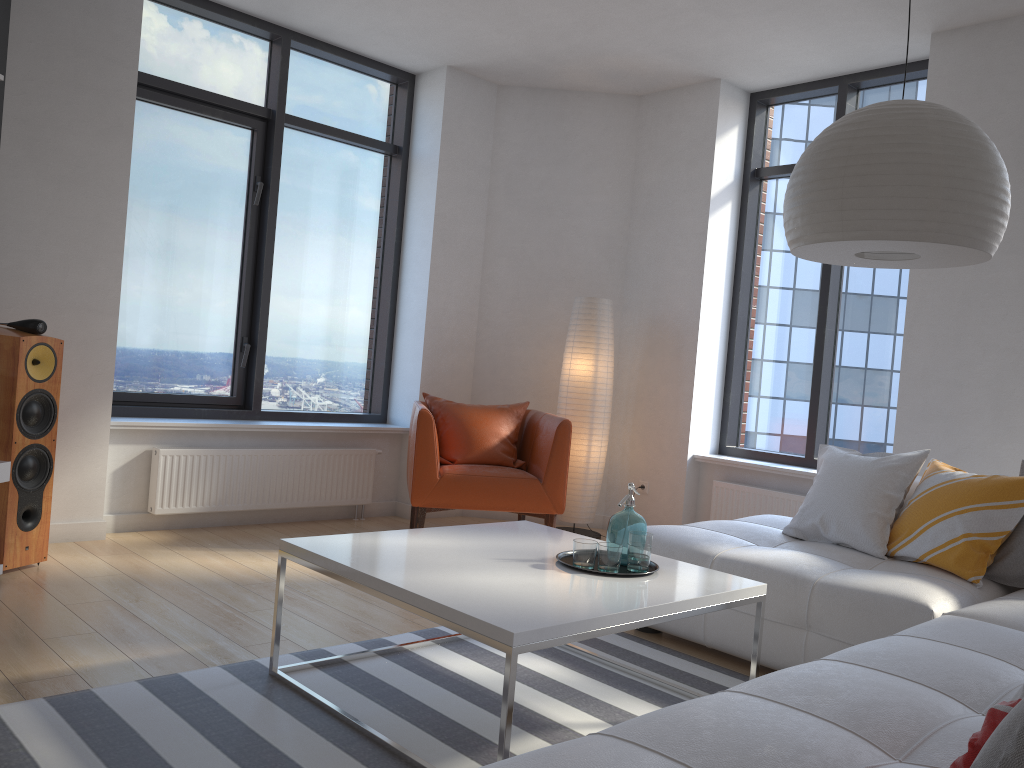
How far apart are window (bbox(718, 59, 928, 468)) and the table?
2.6m

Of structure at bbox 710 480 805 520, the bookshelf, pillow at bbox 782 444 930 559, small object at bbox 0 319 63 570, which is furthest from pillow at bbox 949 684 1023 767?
structure at bbox 710 480 805 520

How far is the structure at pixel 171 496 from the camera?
4.81m

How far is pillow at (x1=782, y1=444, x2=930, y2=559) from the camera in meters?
3.5 m

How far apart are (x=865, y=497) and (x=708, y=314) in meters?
2.3

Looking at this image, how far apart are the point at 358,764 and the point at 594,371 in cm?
364

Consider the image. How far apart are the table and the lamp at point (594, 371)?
2.19m

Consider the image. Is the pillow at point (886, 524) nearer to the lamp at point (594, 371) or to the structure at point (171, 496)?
the lamp at point (594, 371)

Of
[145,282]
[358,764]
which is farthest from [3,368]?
[358,764]

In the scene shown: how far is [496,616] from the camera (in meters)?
2.15
